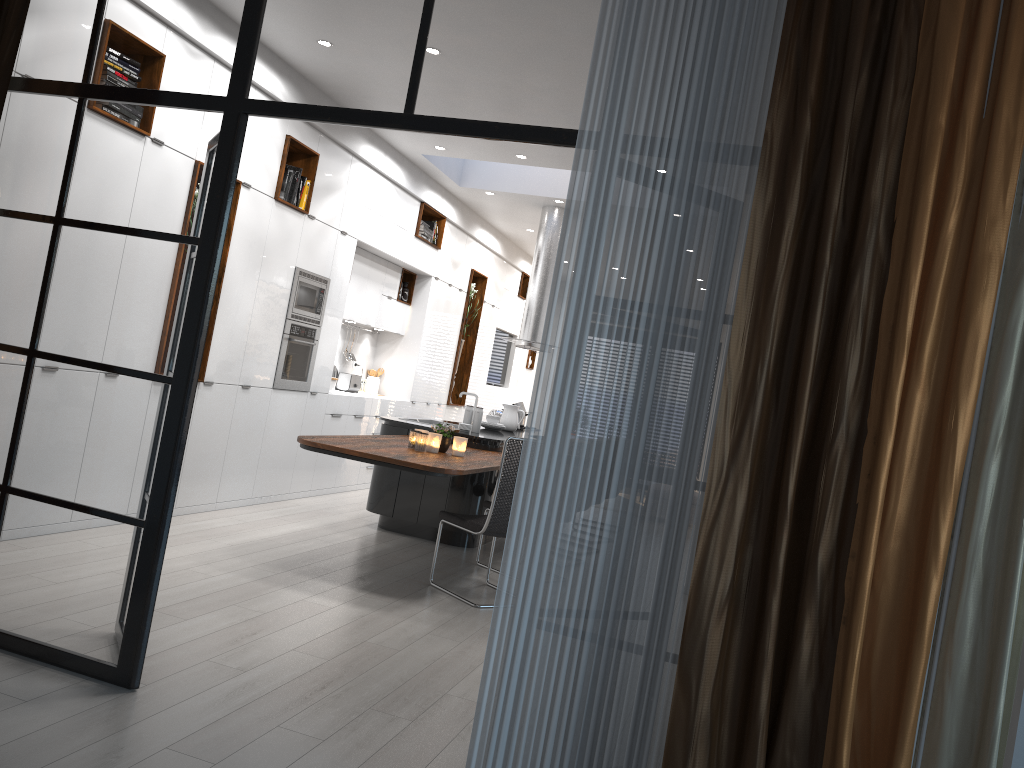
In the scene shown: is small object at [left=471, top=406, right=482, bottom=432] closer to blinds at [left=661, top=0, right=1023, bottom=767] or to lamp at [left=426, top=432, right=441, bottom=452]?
lamp at [left=426, top=432, right=441, bottom=452]

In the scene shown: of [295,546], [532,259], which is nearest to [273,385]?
[295,546]

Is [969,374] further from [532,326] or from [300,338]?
[532,326]

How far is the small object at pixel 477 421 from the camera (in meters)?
7.26

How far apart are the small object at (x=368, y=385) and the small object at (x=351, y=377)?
0.5m

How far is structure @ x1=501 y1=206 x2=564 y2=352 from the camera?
9.66m

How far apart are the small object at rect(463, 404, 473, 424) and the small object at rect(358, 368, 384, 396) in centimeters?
292cm

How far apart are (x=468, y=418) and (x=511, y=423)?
1.30m

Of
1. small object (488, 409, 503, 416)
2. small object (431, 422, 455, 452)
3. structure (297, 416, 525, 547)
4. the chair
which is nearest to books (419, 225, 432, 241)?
small object (488, 409, 503, 416)

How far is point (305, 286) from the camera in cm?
711
